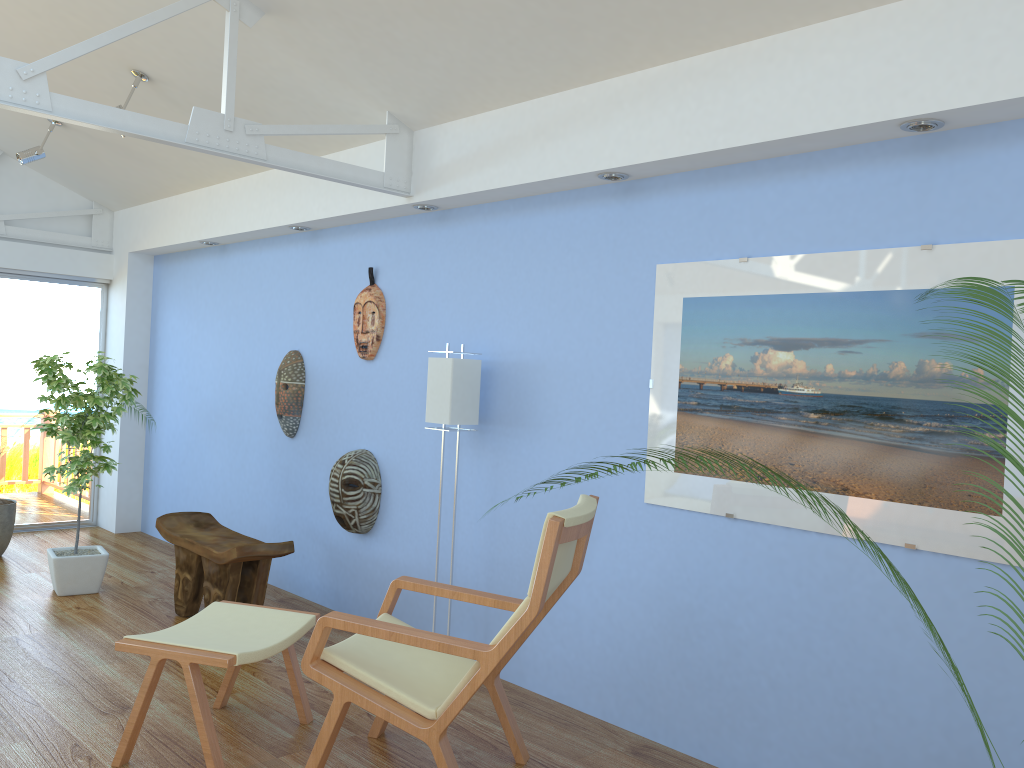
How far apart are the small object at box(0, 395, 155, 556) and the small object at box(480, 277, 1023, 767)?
5.9 meters

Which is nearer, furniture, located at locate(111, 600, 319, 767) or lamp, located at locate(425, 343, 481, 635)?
furniture, located at locate(111, 600, 319, 767)

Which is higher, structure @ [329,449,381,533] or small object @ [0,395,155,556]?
structure @ [329,449,381,533]

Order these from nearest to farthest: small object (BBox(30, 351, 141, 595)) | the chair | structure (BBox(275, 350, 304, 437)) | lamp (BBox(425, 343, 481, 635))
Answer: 1. the chair
2. lamp (BBox(425, 343, 481, 635))
3. small object (BBox(30, 351, 141, 595))
4. structure (BBox(275, 350, 304, 437))

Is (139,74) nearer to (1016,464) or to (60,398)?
(60,398)

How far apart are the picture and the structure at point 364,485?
1.8m

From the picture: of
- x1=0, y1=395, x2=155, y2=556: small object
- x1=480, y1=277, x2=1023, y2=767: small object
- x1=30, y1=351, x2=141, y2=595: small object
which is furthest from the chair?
x1=0, y1=395, x2=155, y2=556: small object

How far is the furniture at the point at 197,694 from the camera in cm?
290

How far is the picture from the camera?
2.70m

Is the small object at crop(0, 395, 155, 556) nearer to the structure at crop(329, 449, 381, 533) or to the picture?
the structure at crop(329, 449, 381, 533)
